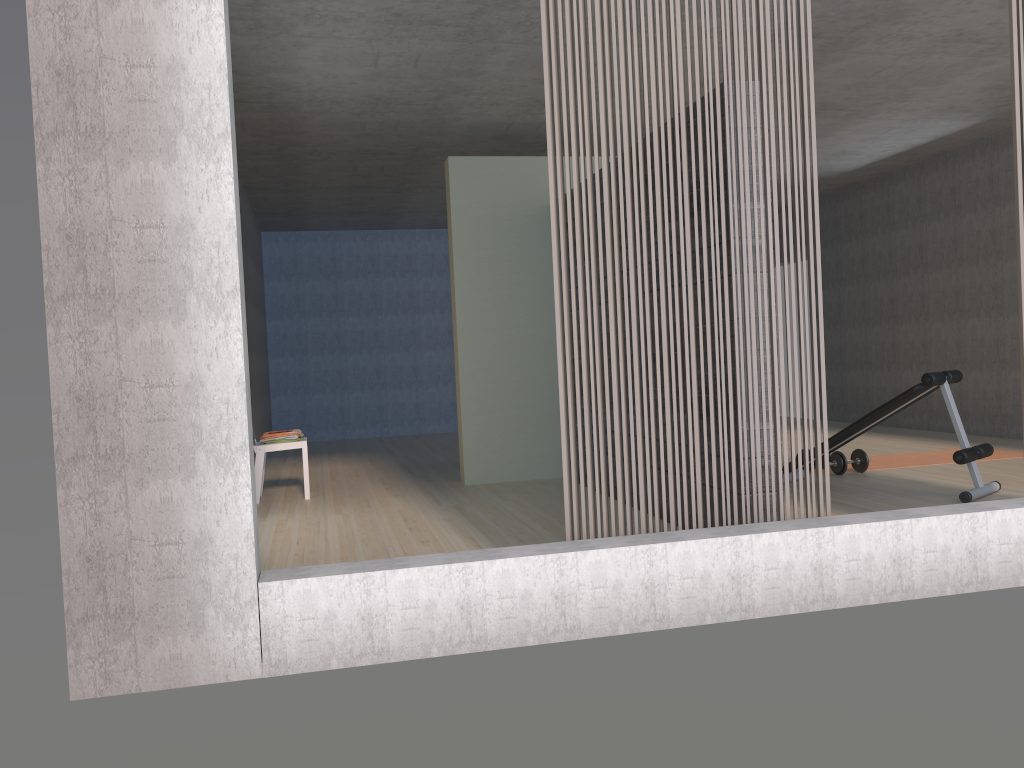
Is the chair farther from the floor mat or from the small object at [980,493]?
the floor mat

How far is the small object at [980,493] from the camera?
5.13m

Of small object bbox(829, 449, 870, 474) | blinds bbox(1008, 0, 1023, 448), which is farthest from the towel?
blinds bbox(1008, 0, 1023, 448)

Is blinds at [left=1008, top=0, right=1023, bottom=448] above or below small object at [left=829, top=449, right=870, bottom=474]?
above

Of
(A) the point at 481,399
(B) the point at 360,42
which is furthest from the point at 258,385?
(B) the point at 360,42

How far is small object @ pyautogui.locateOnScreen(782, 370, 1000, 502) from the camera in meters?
5.1 m

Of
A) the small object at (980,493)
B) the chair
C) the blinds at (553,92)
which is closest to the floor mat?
the small object at (980,493)

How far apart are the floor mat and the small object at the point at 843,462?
0.31m

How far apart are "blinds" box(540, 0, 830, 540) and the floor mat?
3.52m

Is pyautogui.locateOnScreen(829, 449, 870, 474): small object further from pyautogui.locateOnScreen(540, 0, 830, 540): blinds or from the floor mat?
pyautogui.locateOnScreen(540, 0, 830, 540): blinds
